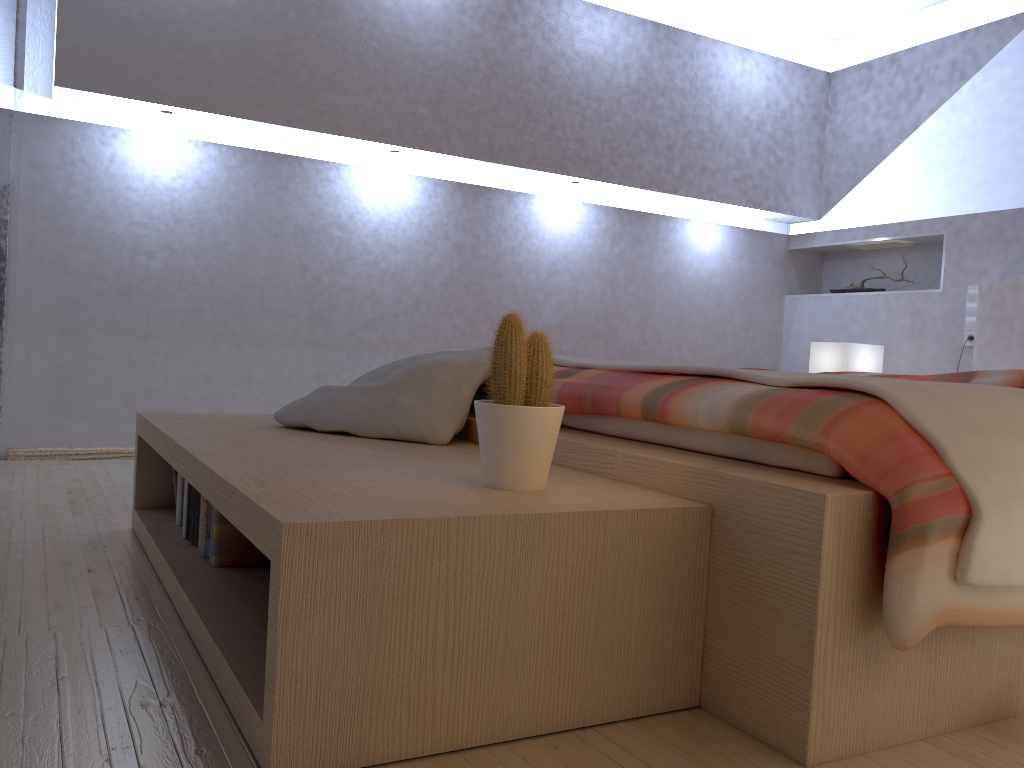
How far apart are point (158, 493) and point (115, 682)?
1.1 meters

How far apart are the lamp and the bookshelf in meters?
2.8

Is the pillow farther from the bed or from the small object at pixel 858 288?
the small object at pixel 858 288

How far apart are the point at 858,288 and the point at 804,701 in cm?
413

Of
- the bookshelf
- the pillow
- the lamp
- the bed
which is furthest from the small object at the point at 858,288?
the bookshelf

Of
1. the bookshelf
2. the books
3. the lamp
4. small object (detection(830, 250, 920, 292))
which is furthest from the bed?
small object (detection(830, 250, 920, 292))

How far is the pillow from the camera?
2.0 meters

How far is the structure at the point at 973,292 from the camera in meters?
4.2 m

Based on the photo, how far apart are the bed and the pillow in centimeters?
5cm

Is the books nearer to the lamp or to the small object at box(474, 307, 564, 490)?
the small object at box(474, 307, 564, 490)
